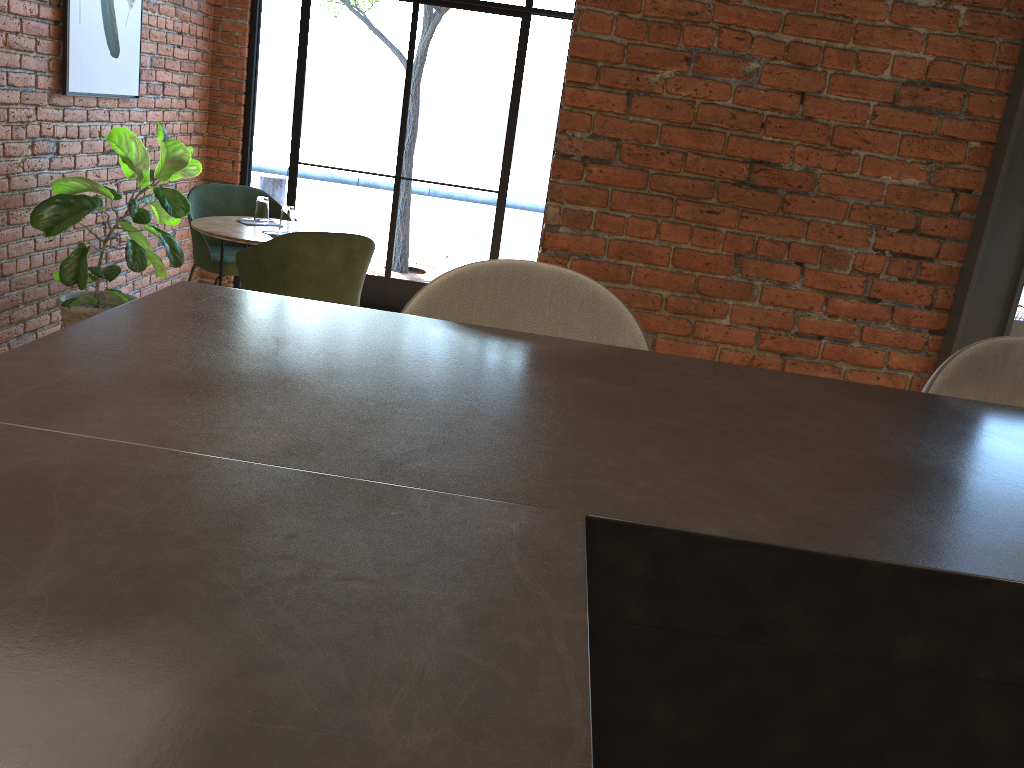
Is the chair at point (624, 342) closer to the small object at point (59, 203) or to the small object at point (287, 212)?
the small object at point (59, 203)

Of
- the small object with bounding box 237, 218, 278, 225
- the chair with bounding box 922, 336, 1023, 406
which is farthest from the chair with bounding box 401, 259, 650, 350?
the small object with bounding box 237, 218, 278, 225

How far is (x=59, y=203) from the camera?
3.8m

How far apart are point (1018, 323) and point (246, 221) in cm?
377

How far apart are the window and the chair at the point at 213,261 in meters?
0.8 m

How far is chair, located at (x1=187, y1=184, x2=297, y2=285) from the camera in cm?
479

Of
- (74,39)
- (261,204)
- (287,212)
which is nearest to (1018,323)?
(287,212)

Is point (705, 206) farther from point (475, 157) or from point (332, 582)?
point (475, 157)

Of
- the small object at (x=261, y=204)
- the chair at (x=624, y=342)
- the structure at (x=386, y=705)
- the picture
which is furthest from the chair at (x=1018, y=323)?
the picture

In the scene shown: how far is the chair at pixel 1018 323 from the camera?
3.84m
